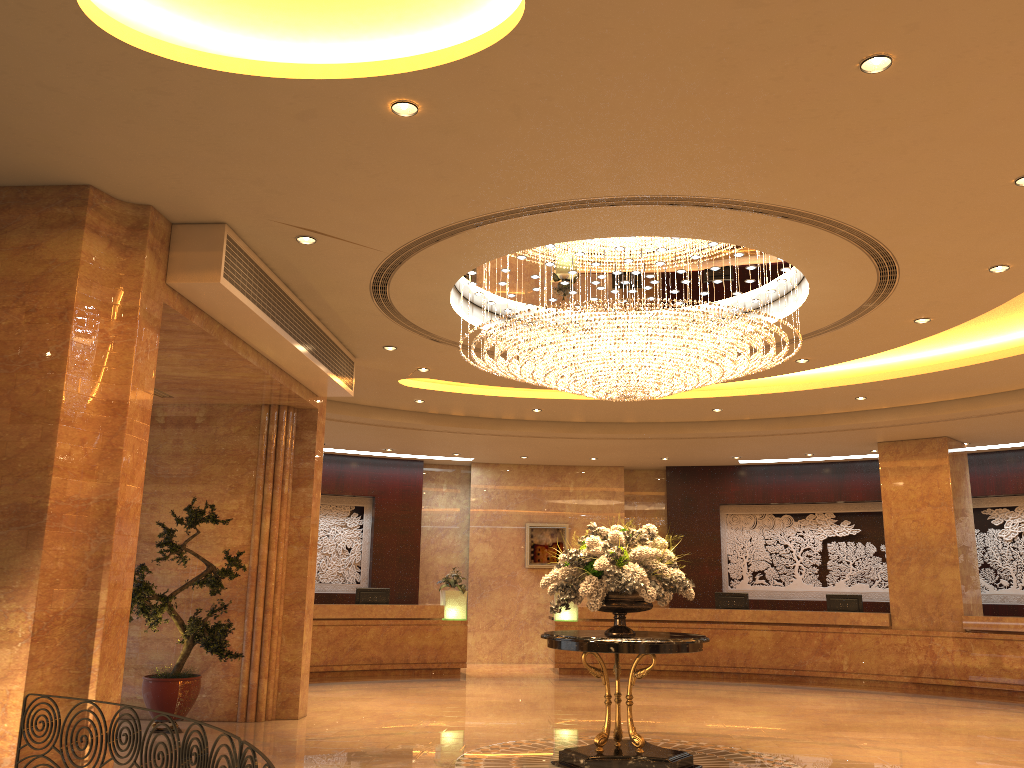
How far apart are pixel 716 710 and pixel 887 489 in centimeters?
571cm

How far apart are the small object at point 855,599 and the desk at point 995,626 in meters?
0.5

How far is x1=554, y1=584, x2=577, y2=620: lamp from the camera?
15.77m

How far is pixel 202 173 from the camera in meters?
6.0 m

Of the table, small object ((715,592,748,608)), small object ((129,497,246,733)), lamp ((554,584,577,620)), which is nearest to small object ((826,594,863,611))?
small object ((715,592,748,608))

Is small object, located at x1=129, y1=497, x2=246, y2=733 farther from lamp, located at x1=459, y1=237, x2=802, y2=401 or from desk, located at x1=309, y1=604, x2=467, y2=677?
desk, located at x1=309, y1=604, x2=467, y2=677

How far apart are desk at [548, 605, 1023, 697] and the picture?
1.7m

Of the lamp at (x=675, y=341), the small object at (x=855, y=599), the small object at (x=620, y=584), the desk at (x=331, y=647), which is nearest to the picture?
the desk at (x=331, y=647)

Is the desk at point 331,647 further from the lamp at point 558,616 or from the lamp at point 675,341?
the lamp at point 675,341

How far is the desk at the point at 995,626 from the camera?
13.4 meters
